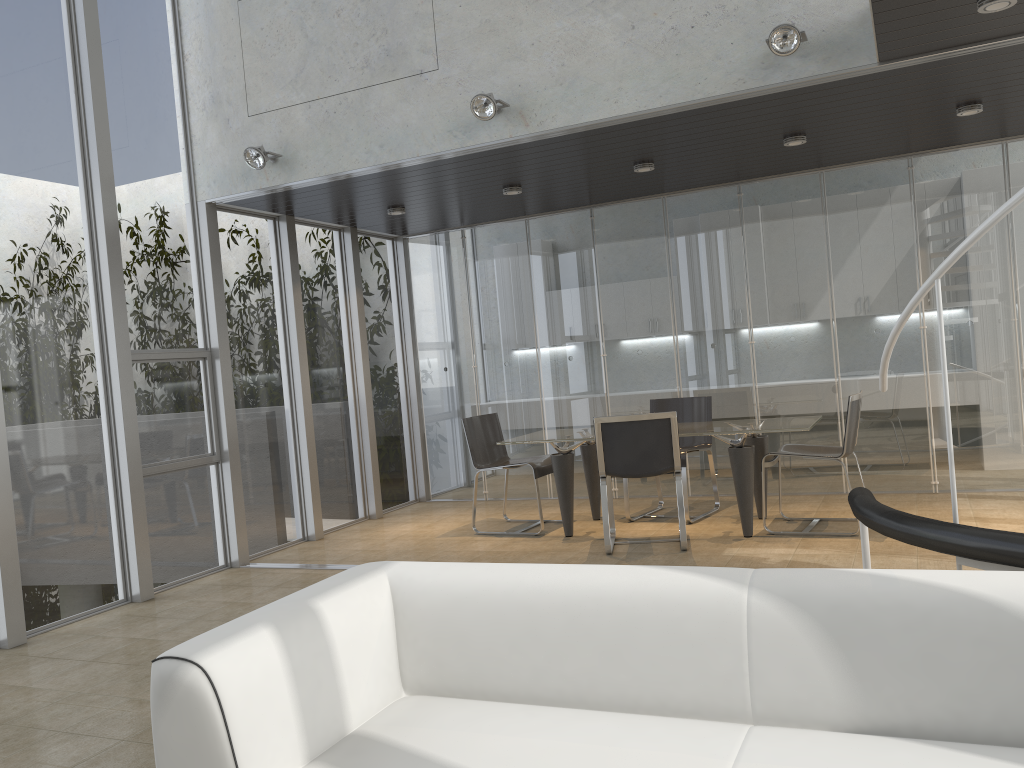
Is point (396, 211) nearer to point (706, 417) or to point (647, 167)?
point (647, 167)

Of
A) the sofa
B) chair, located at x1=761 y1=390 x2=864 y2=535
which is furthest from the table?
the sofa

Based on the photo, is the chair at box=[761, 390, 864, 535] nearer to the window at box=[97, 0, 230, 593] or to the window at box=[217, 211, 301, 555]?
the window at box=[217, 211, 301, 555]

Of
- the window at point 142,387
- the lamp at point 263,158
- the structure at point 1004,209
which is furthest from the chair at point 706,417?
the lamp at point 263,158

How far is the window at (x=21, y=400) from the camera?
5.1m

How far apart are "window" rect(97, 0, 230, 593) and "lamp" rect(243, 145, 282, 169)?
0.7 meters

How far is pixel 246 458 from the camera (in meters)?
6.83

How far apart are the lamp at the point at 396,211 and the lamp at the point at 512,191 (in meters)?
1.03

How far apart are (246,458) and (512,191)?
2.92m

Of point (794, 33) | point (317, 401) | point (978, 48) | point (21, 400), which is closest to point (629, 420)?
point (794, 33)
